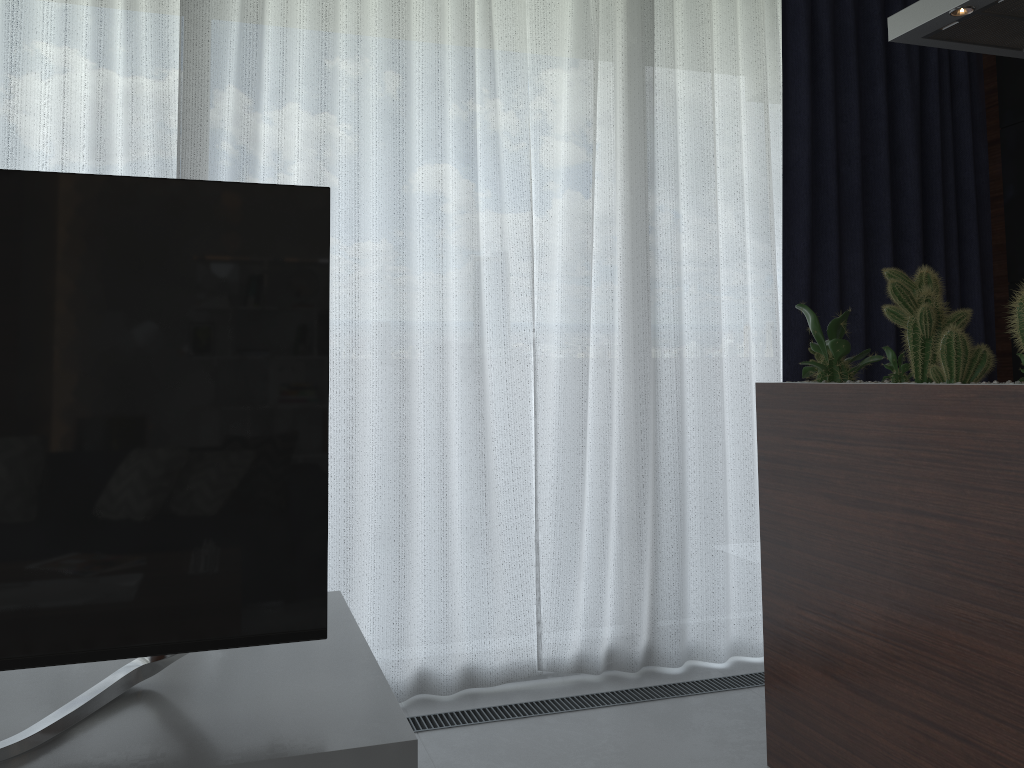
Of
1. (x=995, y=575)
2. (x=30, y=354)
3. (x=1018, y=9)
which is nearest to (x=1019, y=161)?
(x=1018, y=9)

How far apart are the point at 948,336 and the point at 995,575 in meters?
0.5 m

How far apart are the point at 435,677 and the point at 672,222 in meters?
1.7

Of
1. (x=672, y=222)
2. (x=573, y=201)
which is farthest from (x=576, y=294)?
(x=672, y=222)

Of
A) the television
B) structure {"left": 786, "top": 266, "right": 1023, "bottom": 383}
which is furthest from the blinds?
the television

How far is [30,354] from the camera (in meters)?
1.26

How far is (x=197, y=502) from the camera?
1.33m

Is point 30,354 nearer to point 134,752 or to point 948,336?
point 134,752

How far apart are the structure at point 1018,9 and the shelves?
1.8 meters

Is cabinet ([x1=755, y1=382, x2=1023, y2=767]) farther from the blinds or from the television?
the television
